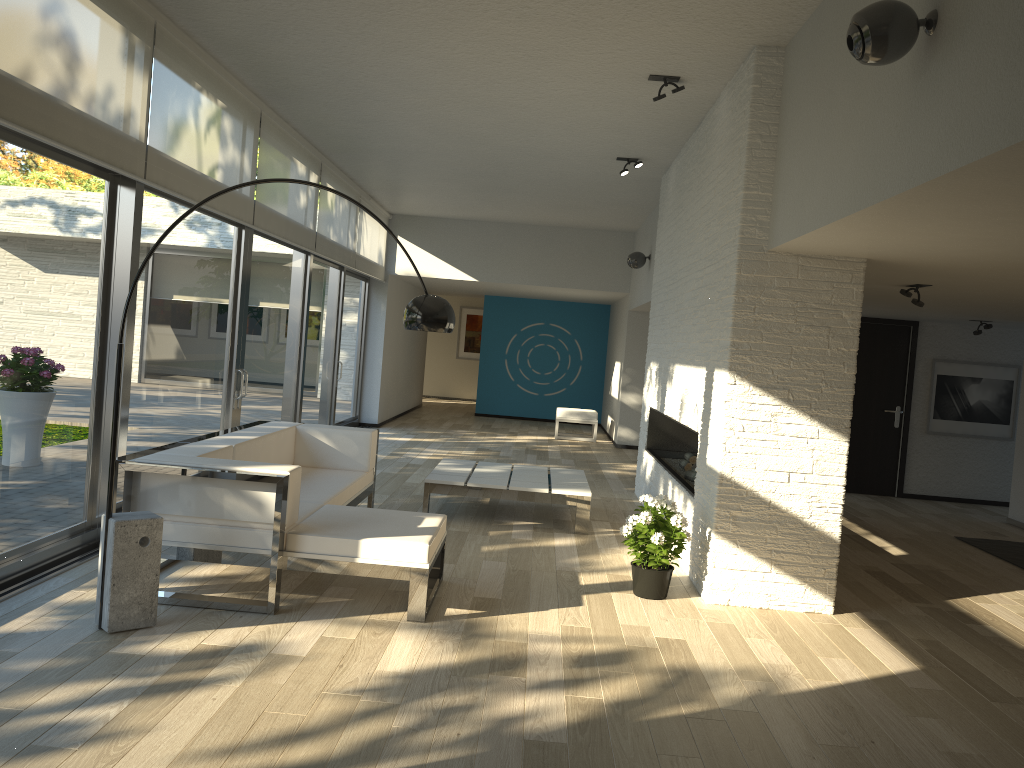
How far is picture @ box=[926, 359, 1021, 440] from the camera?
9.7m

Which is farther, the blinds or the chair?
the chair

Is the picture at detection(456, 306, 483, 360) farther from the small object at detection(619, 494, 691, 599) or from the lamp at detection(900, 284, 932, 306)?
the small object at detection(619, 494, 691, 599)

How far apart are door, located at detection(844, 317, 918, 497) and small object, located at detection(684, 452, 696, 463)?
3.4m

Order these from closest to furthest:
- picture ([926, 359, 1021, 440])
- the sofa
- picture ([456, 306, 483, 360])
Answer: the sofa → picture ([926, 359, 1021, 440]) → picture ([456, 306, 483, 360])

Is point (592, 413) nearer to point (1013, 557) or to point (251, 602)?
point (1013, 557)

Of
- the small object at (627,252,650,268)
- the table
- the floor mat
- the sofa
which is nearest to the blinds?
the sofa

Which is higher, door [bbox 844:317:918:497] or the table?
door [bbox 844:317:918:497]

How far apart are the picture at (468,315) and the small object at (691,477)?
13.43m

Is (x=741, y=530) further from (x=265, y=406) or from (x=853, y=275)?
(x=265, y=406)
